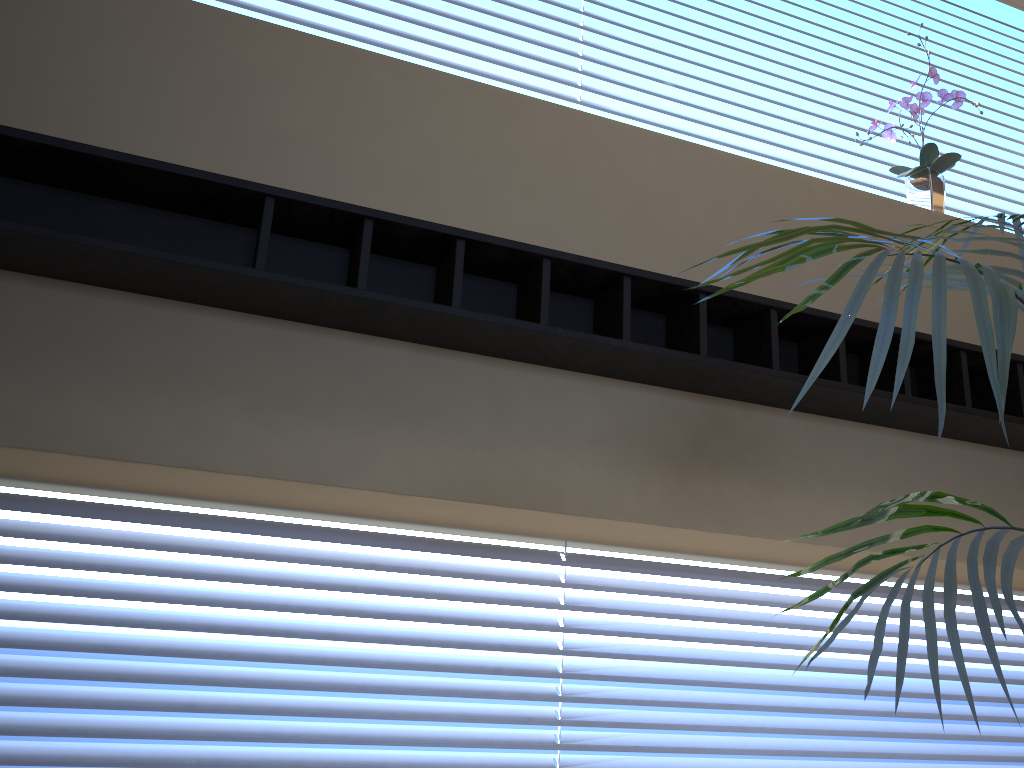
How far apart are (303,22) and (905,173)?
1.99m

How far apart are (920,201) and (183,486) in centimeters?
247cm

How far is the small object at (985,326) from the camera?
0.82m

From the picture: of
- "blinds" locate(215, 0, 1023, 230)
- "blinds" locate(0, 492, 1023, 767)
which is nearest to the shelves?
"blinds" locate(0, 492, 1023, 767)

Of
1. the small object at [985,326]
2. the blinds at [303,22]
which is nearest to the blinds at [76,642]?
the small object at [985,326]

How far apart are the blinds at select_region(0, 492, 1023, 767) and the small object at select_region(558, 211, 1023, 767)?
1.2 meters

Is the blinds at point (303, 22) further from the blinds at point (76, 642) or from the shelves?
the blinds at point (76, 642)

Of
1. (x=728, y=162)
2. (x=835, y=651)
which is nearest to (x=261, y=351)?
(x=728, y=162)

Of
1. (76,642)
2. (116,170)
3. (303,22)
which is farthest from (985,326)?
(303,22)

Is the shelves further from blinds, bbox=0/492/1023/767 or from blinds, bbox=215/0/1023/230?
blinds, bbox=215/0/1023/230
